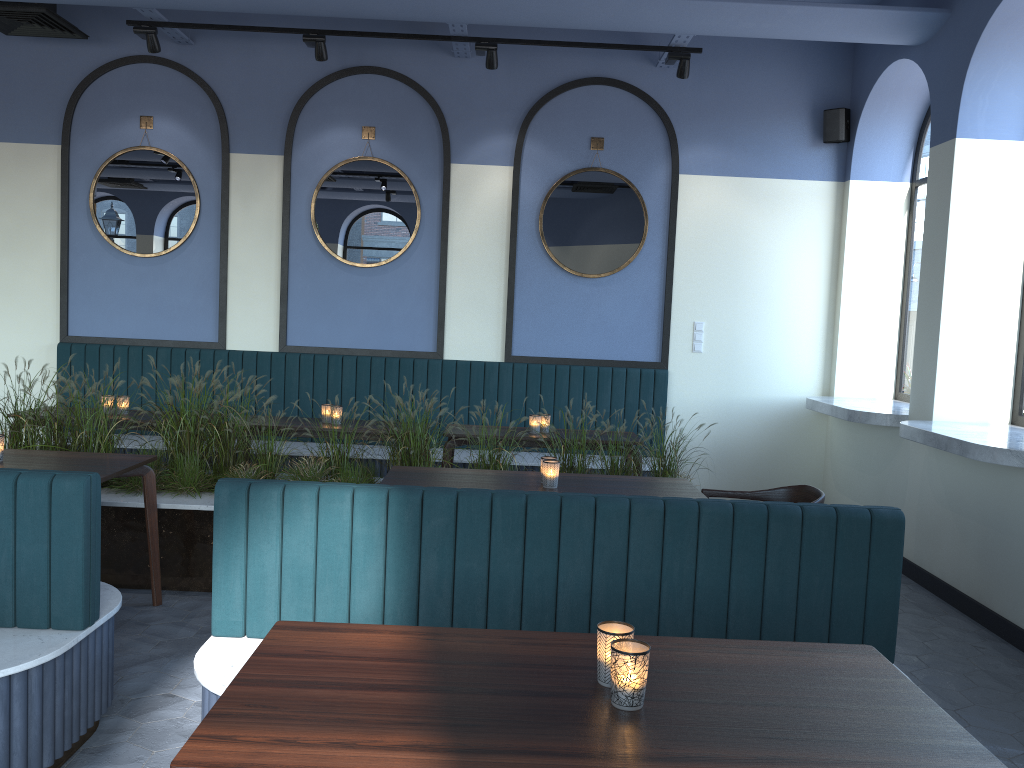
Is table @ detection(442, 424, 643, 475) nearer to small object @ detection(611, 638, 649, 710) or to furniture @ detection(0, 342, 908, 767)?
furniture @ detection(0, 342, 908, 767)

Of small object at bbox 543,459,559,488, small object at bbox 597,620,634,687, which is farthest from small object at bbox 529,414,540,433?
small object at bbox 597,620,634,687

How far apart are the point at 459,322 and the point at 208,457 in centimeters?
250cm

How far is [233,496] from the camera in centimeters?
279cm

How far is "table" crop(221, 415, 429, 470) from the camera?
5.7 meters

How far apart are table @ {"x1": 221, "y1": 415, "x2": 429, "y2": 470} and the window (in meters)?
4.37

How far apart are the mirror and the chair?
3.0m

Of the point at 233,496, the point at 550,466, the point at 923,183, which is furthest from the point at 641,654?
the point at 923,183

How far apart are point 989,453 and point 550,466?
2.1m

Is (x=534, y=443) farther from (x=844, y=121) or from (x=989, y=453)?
(x=844, y=121)
